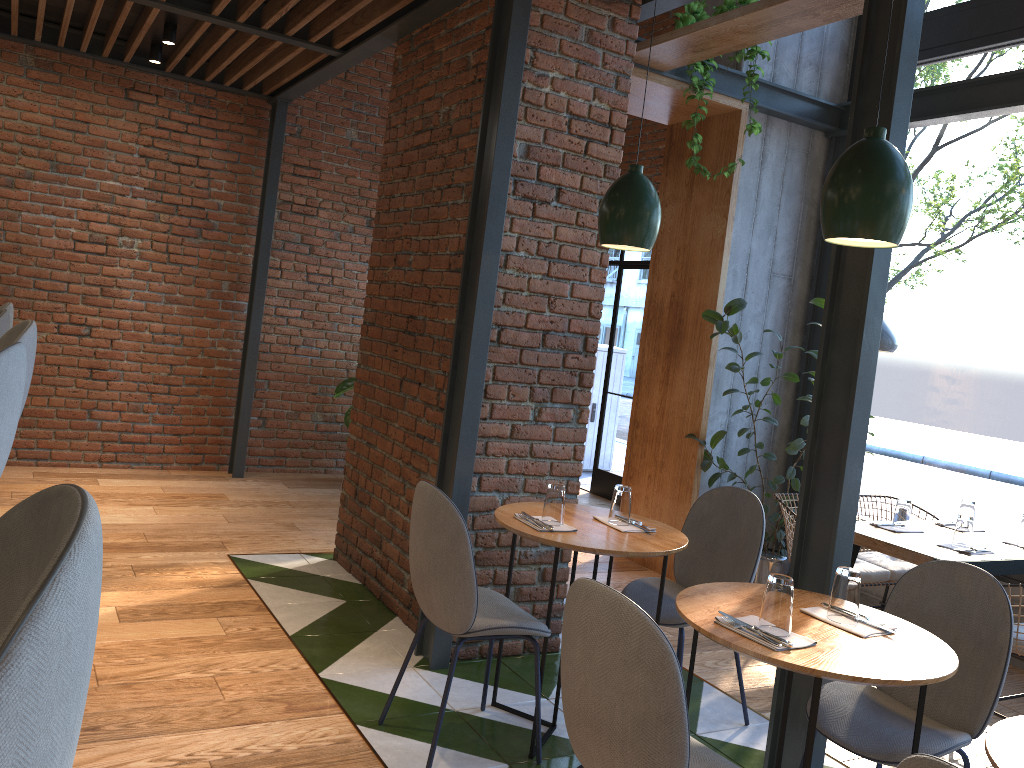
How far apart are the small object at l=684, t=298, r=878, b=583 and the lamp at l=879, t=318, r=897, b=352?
0.6 meters

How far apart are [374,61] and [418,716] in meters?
5.6 m

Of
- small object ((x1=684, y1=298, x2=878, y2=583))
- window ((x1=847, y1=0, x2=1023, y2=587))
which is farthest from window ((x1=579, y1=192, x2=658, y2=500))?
window ((x1=847, y1=0, x2=1023, y2=587))

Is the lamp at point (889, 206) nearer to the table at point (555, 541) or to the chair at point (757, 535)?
the table at point (555, 541)

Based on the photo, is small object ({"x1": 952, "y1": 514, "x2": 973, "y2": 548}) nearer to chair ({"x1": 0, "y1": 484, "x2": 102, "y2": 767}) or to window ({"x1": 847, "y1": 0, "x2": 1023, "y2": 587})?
window ({"x1": 847, "y1": 0, "x2": 1023, "y2": 587})

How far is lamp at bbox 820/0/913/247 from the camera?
2.17m

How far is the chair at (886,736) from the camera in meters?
2.4

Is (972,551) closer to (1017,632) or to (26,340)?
(1017,632)

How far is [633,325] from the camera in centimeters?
773cm

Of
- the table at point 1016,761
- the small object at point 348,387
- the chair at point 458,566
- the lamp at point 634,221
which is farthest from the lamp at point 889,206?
the small object at point 348,387
